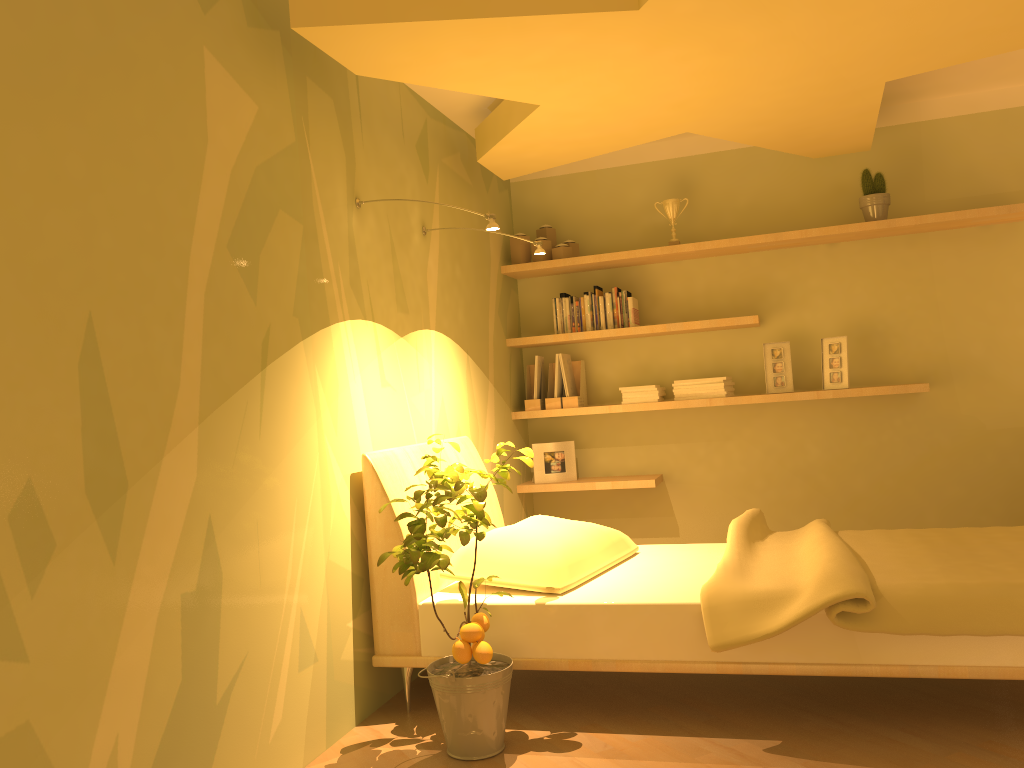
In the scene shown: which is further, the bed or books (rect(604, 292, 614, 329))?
books (rect(604, 292, 614, 329))

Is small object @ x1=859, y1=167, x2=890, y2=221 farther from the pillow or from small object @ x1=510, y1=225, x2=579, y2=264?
the pillow

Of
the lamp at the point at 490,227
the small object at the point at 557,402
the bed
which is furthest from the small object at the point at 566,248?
the lamp at the point at 490,227

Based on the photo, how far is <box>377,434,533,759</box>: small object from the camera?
2.35m

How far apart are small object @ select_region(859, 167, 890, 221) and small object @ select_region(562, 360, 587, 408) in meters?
1.6

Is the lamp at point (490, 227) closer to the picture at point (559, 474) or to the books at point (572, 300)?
the books at point (572, 300)

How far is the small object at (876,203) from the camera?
4.3 meters

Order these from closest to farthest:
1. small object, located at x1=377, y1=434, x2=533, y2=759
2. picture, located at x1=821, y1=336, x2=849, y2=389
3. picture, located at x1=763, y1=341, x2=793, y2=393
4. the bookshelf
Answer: small object, located at x1=377, y1=434, x2=533, y2=759, the bookshelf, picture, located at x1=821, y1=336, x2=849, y2=389, picture, located at x1=763, y1=341, x2=793, y2=393

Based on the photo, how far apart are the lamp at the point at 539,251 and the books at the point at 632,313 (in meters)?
1.16

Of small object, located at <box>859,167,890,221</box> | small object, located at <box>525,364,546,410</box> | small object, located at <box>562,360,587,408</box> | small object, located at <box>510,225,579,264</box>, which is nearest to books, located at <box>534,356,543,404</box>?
small object, located at <box>525,364,546,410</box>
